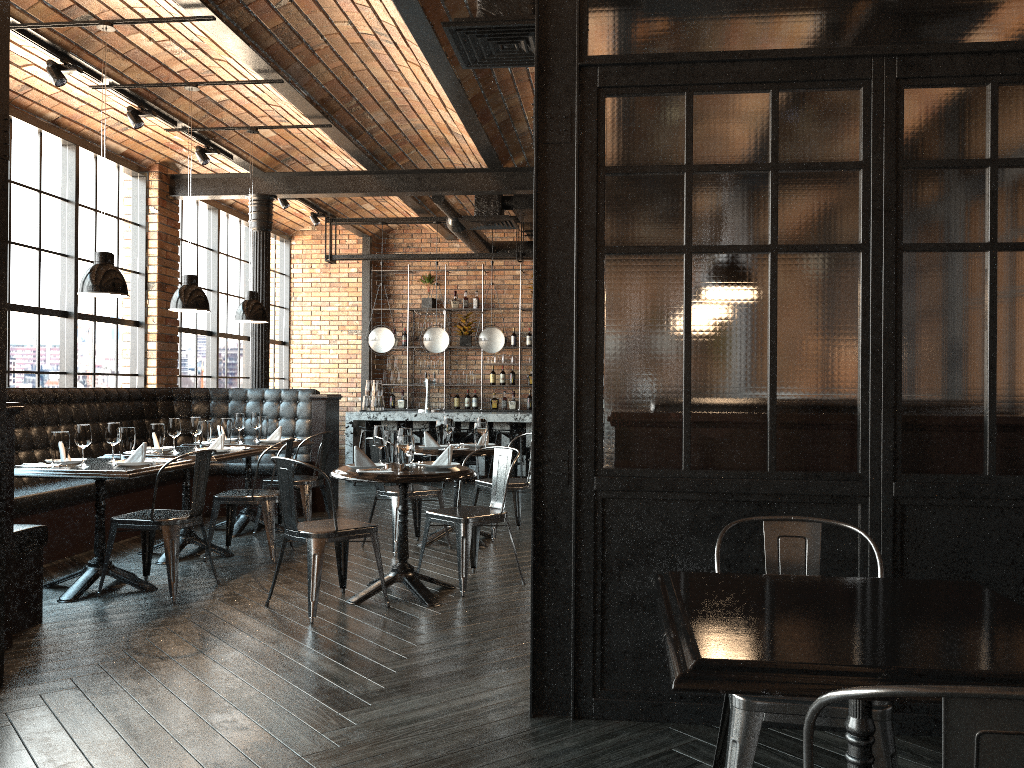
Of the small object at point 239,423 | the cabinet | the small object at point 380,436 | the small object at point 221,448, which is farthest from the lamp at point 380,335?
the small object at point 380,436

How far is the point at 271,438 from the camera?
7.6m

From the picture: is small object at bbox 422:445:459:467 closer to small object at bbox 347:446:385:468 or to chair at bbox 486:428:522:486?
small object at bbox 347:446:385:468

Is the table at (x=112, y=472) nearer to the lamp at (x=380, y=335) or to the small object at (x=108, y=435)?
the small object at (x=108, y=435)

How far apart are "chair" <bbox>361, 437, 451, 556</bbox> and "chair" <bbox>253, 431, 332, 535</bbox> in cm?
85

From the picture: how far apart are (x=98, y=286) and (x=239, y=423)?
2.32m

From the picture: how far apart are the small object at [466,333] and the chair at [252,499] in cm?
690

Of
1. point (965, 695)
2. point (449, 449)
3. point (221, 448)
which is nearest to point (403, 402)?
point (221, 448)

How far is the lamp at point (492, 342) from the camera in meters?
11.4

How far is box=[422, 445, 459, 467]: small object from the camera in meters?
5.3
